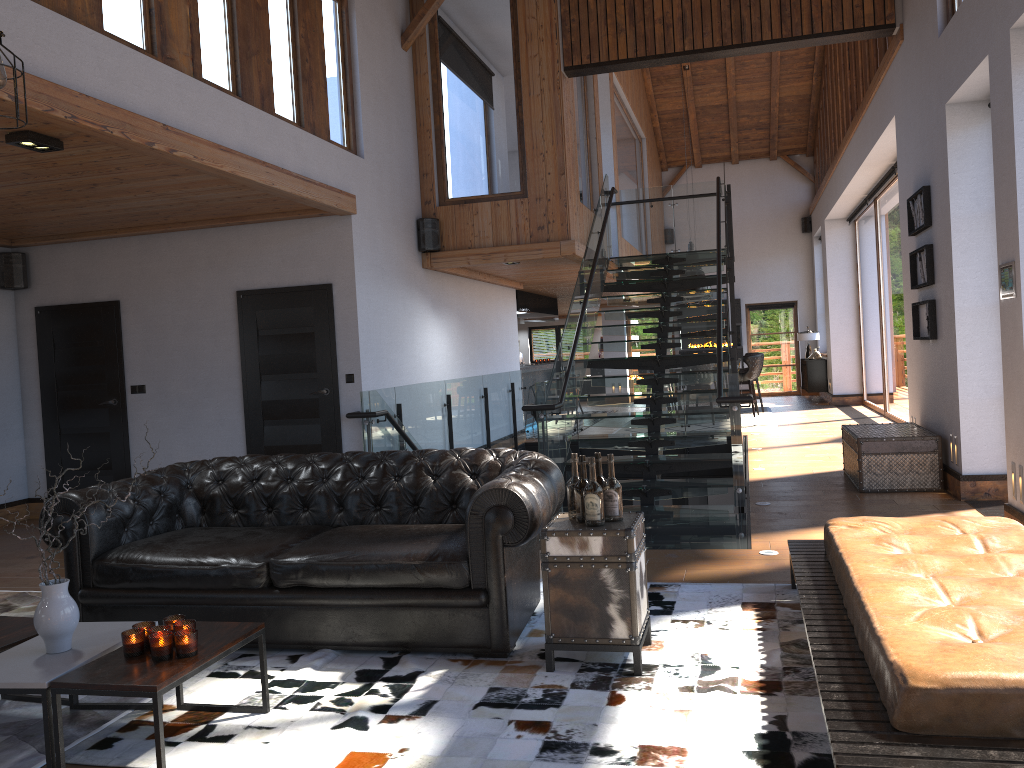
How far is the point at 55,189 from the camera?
6.3m

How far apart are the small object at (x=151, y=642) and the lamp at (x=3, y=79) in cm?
192

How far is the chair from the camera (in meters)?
14.97

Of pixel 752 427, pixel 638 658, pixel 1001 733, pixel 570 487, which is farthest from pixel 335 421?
pixel 752 427

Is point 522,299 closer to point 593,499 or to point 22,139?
point 22,139

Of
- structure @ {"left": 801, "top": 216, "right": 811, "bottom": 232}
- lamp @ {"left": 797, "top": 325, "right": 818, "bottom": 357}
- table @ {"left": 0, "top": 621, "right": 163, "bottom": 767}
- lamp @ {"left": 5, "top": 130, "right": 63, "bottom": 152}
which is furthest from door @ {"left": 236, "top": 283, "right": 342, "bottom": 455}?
structure @ {"left": 801, "top": 216, "right": 811, "bottom": 232}

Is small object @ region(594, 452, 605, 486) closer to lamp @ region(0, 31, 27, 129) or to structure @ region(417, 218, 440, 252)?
lamp @ region(0, 31, 27, 129)

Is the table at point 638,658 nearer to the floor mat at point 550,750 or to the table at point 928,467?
the floor mat at point 550,750

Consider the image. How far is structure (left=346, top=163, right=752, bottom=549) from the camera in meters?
7.3

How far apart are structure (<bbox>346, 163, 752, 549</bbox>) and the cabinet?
6.07m
